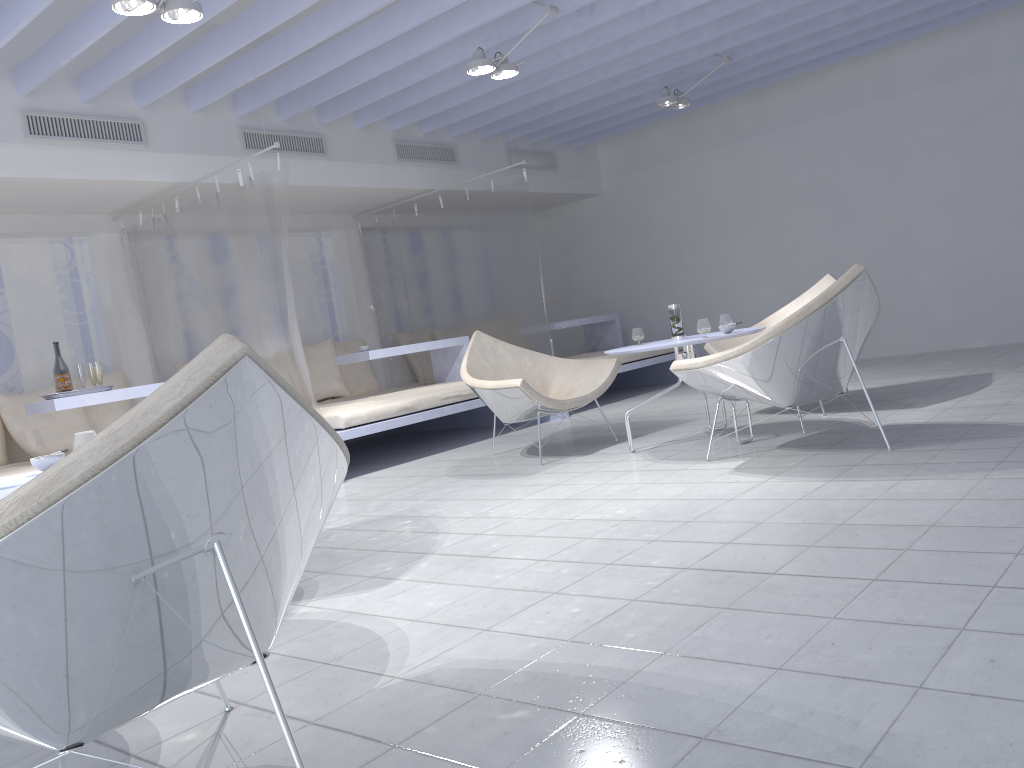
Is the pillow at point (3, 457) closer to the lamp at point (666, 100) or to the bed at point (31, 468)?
the bed at point (31, 468)

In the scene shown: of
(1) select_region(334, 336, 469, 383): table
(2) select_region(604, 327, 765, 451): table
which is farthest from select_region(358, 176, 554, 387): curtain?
(2) select_region(604, 327, 765, 451): table

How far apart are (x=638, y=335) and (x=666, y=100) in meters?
2.7 m

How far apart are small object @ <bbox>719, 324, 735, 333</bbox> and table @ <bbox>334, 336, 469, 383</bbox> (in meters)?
2.94

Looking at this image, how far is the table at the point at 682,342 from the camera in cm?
417

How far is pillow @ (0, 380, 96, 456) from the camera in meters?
5.5

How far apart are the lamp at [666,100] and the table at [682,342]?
2.82m

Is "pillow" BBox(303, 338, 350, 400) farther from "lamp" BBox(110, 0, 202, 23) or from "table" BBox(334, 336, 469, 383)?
"lamp" BBox(110, 0, 202, 23)

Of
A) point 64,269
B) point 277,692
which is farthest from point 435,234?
point 277,692

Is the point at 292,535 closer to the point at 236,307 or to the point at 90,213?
the point at 236,307
